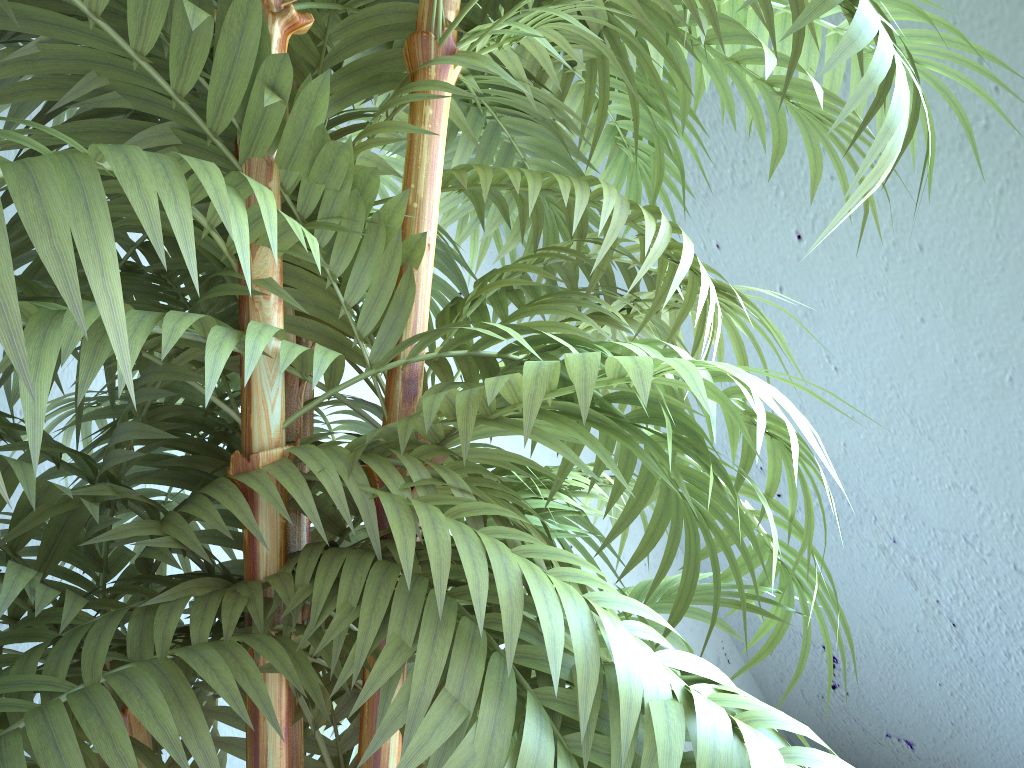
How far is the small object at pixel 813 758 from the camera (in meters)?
0.37

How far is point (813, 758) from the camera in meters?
0.4 m

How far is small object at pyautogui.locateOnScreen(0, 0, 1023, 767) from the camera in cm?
37
